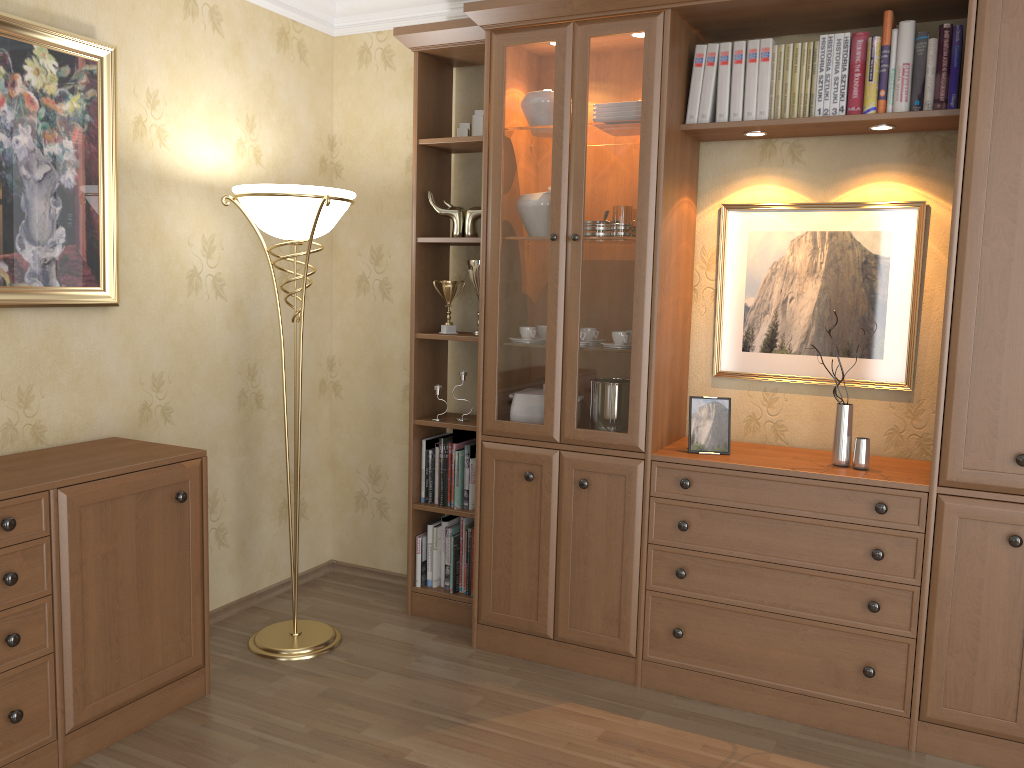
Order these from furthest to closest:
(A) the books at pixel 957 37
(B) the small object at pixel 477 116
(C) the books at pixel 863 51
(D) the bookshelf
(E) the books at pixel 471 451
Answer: (E) the books at pixel 471 451
(B) the small object at pixel 477 116
(C) the books at pixel 863 51
(A) the books at pixel 957 37
(D) the bookshelf

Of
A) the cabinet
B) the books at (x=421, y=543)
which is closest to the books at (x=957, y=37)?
the books at (x=421, y=543)

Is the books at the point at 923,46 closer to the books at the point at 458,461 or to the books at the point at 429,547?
the books at the point at 458,461

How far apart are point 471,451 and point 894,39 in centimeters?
205cm

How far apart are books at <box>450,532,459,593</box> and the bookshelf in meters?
0.0

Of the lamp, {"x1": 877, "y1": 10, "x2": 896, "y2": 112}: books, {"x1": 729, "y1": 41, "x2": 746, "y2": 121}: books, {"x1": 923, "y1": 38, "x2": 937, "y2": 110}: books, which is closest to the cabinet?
the lamp

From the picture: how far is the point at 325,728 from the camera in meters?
2.7 m

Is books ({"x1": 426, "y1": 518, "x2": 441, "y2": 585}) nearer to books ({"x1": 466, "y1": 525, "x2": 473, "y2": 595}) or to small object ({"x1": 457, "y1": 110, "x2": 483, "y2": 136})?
books ({"x1": 466, "y1": 525, "x2": 473, "y2": 595})

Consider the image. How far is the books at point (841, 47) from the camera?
2.79m

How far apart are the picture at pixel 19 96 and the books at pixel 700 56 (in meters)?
1.92
